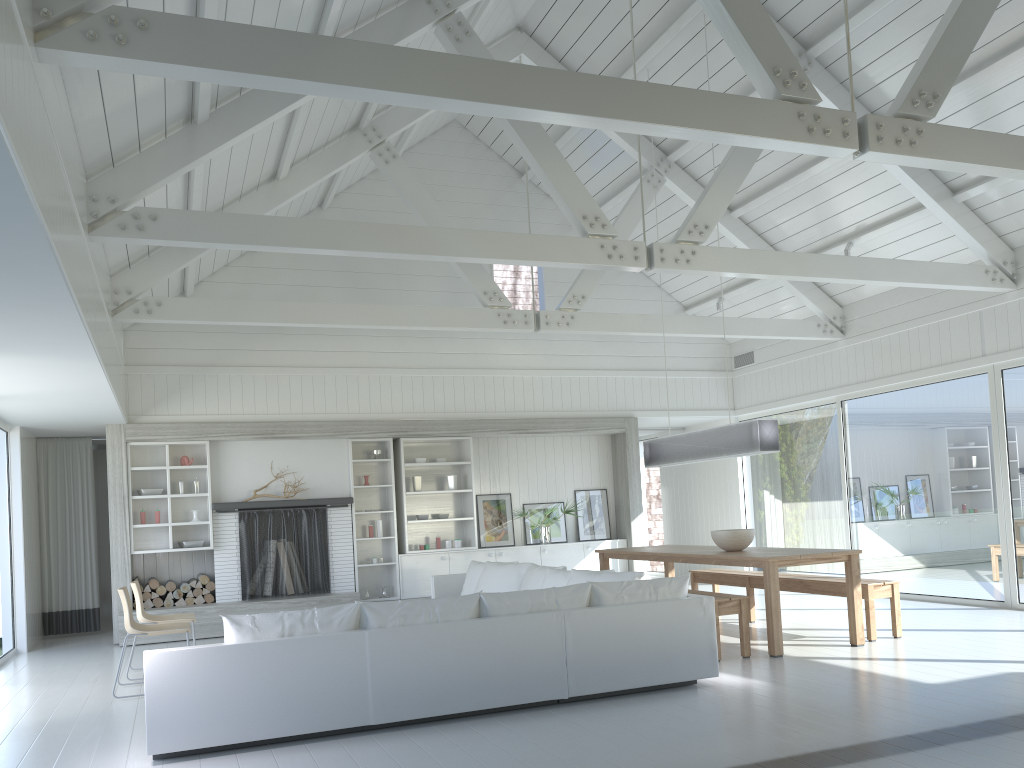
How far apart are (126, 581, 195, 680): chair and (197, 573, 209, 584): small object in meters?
2.4 m

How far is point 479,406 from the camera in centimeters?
1136cm

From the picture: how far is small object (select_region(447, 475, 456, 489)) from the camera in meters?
11.2 m

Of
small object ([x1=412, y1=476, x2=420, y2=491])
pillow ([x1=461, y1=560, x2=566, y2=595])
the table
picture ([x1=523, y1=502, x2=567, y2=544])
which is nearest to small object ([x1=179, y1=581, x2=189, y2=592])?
small object ([x1=412, y1=476, x2=420, y2=491])

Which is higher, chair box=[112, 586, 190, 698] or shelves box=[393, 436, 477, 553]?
shelves box=[393, 436, 477, 553]

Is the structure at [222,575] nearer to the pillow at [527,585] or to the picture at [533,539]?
the pillow at [527,585]

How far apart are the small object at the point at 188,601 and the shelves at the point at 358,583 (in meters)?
1.87

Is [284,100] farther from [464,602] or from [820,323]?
[820,323]

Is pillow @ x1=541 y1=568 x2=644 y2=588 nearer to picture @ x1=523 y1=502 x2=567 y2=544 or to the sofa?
the sofa

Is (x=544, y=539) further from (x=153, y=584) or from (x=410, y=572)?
(x=153, y=584)
